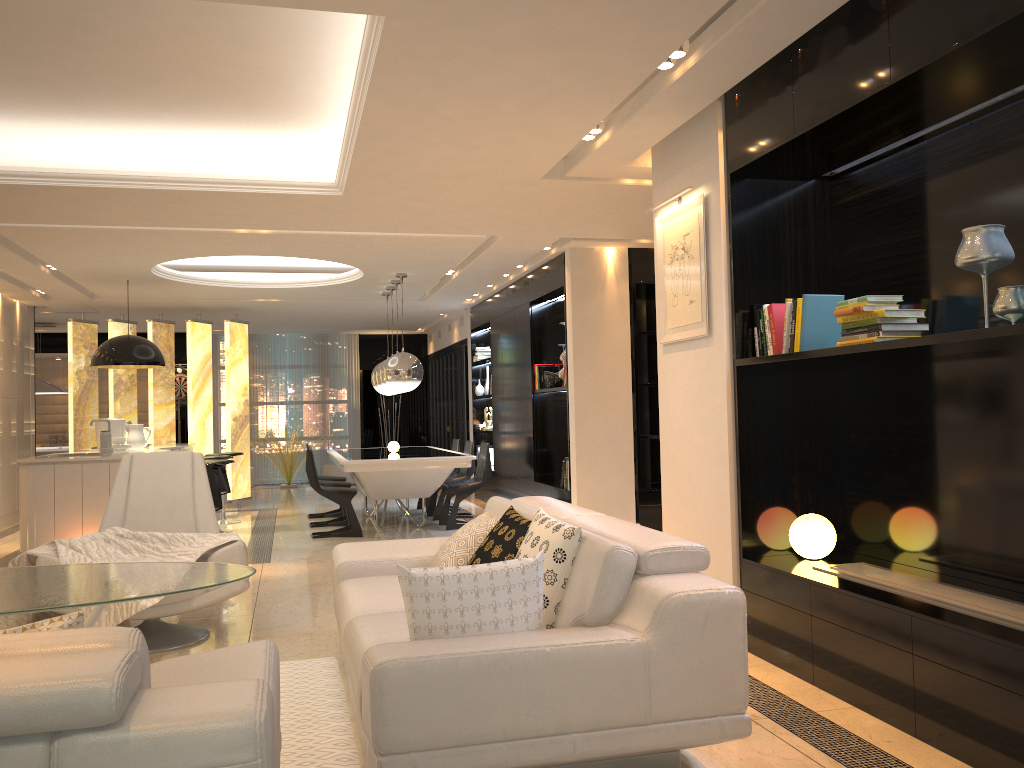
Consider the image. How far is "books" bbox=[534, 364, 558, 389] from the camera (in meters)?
9.07

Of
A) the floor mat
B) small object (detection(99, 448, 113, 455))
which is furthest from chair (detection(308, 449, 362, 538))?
the floor mat

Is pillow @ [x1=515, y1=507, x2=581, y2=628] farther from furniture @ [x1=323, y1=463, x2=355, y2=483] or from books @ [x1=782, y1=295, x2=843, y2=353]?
furniture @ [x1=323, y1=463, x2=355, y2=483]

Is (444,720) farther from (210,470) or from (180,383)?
(180,383)

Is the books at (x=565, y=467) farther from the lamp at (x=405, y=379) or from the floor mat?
the floor mat

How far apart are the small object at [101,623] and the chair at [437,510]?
4.86m

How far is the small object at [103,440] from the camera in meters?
7.6 m

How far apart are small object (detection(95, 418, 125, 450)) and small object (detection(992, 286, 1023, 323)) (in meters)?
8.13

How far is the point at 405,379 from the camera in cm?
894

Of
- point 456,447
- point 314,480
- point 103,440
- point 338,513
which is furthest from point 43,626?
point 456,447
